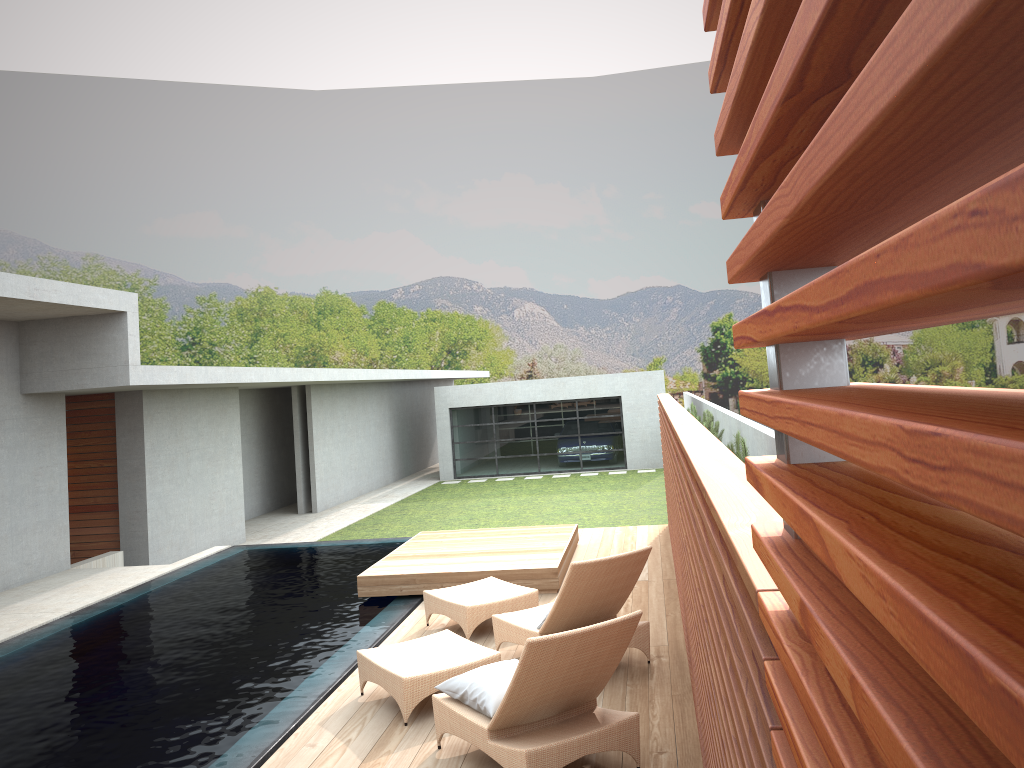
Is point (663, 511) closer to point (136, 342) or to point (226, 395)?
Answer: point (226, 395)

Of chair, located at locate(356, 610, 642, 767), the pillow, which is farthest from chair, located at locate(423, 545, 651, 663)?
the pillow

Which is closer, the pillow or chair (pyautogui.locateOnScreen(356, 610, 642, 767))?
chair (pyautogui.locateOnScreen(356, 610, 642, 767))

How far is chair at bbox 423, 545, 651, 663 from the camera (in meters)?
6.10

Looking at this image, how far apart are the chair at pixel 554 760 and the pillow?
0.03m

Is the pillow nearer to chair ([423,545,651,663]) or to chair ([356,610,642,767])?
chair ([356,610,642,767])

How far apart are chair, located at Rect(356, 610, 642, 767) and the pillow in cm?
3

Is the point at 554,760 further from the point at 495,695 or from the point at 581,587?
the point at 581,587

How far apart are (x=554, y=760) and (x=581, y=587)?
1.8 meters

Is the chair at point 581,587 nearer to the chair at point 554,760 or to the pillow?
the chair at point 554,760
